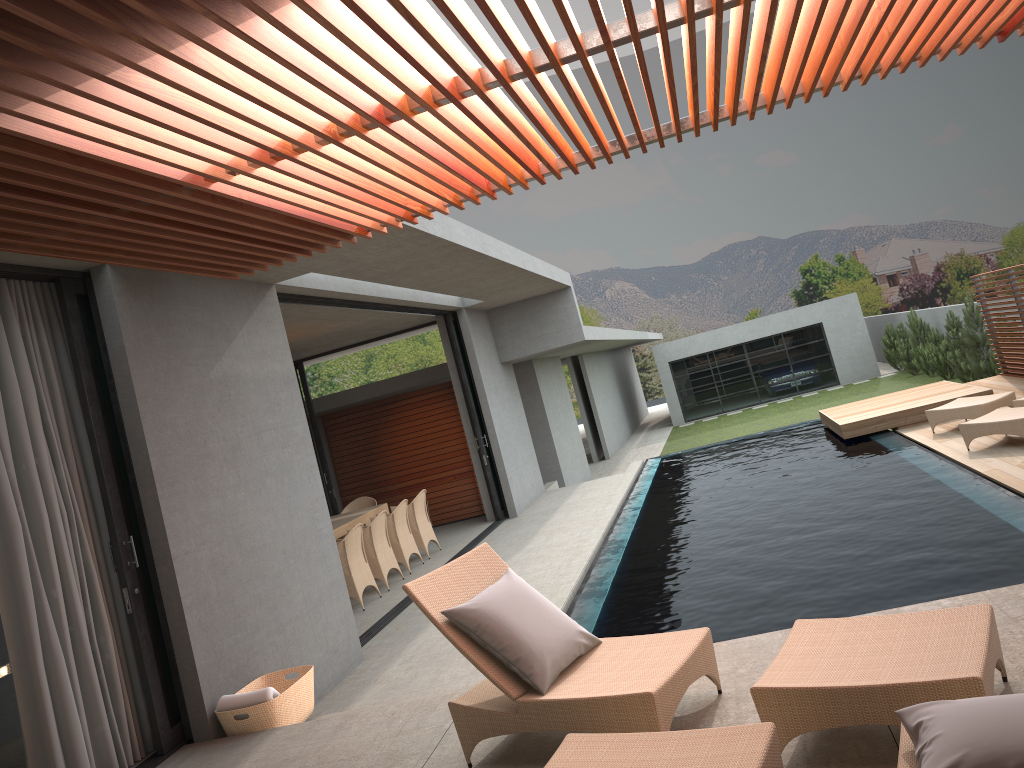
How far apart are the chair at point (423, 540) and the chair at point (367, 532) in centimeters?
108cm

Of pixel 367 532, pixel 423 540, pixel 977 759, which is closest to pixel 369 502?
pixel 423 540

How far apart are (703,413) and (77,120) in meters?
28.0

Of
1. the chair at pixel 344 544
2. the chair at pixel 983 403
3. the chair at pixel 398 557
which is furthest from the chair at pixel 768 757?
the chair at pixel 983 403

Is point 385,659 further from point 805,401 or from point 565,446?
point 805,401

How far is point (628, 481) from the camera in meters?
14.1

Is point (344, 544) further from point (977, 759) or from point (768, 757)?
point (977, 759)

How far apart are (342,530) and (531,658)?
7.4 meters

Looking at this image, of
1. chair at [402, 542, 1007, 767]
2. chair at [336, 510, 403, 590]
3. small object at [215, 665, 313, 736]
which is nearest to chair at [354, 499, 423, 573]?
chair at [336, 510, 403, 590]

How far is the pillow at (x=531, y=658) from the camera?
3.9m
